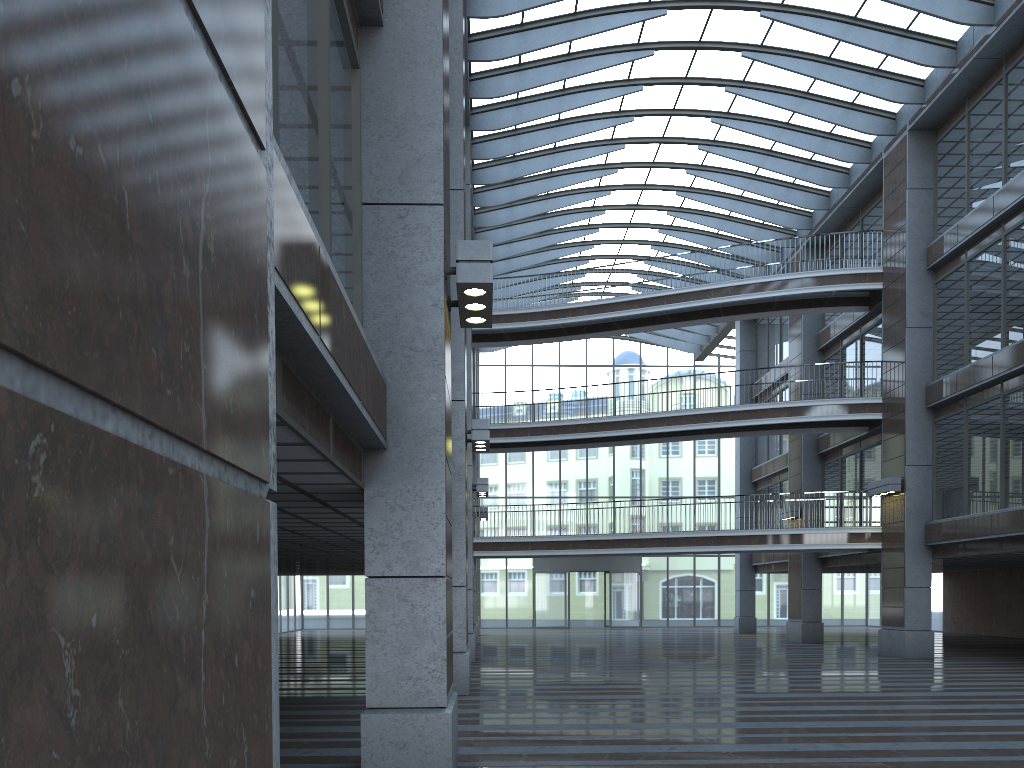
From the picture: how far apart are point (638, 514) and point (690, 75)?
23.28m
